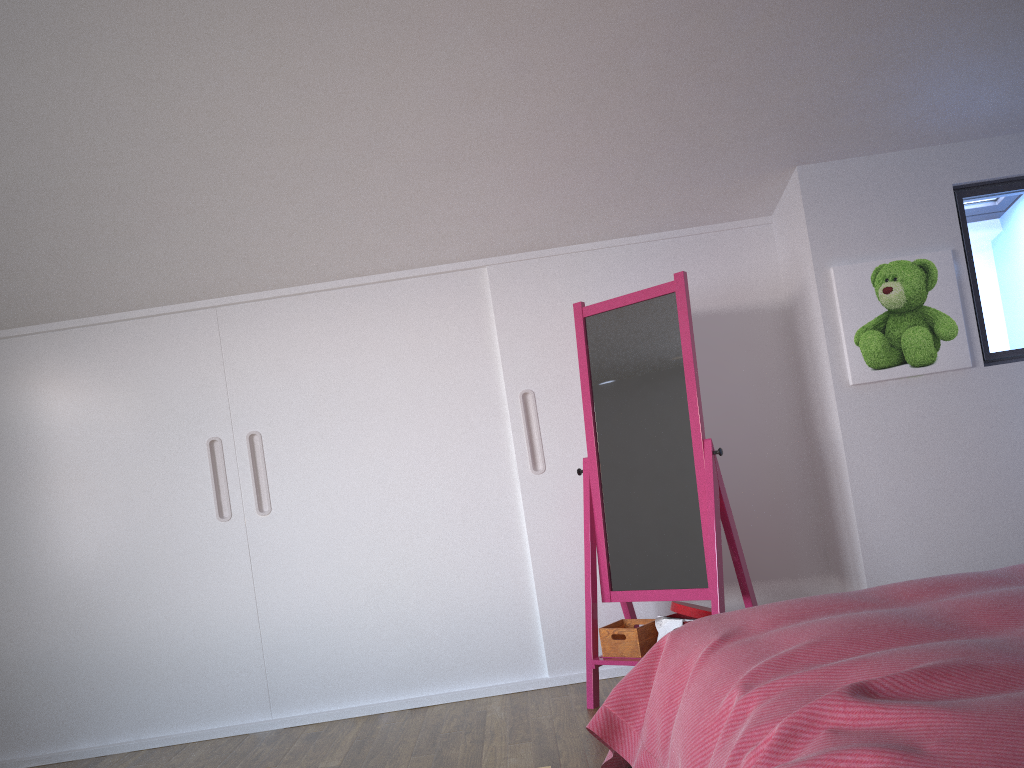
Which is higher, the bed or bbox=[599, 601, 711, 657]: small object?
the bed

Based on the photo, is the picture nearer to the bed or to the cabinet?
the cabinet

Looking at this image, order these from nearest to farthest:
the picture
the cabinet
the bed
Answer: the bed
the picture
the cabinet

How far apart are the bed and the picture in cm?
118

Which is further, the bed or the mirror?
the mirror

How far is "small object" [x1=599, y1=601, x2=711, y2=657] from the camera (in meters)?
3.07

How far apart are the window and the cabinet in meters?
0.7 m

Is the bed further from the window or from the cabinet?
the window

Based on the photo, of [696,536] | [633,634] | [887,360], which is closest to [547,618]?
[633,634]

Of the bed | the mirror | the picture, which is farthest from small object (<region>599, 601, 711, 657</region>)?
the picture
